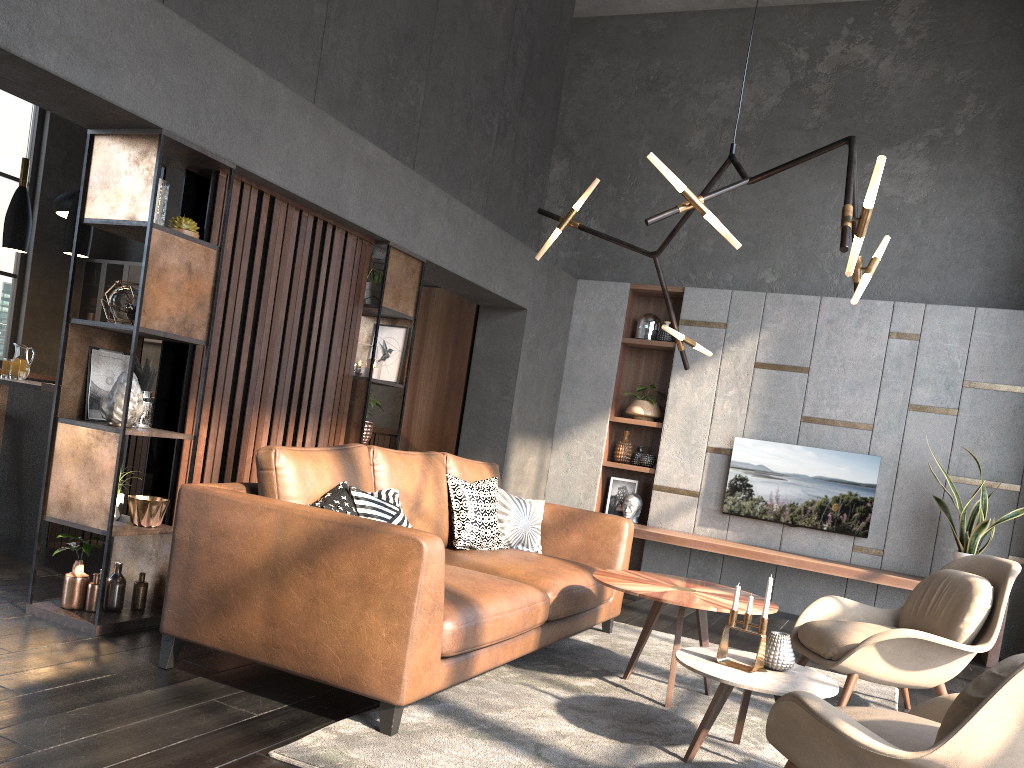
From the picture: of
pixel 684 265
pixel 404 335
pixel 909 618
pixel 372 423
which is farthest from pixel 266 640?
pixel 684 265

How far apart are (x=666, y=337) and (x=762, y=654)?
4.7 meters

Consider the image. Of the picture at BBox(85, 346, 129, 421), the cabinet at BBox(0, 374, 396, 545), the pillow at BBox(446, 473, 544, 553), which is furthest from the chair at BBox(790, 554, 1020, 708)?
the cabinet at BBox(0, 374, 396, 545)

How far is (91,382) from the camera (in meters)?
3.84

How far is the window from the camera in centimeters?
956cm

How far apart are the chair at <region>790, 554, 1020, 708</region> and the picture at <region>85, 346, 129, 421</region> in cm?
336

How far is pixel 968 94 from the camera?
7.1 meters

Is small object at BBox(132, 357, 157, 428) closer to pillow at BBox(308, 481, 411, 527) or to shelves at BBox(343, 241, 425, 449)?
pillow at BBox(308, 481, 411, 527)

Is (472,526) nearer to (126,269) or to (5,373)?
(5,373)

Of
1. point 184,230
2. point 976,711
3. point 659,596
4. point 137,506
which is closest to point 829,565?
point 659,596
